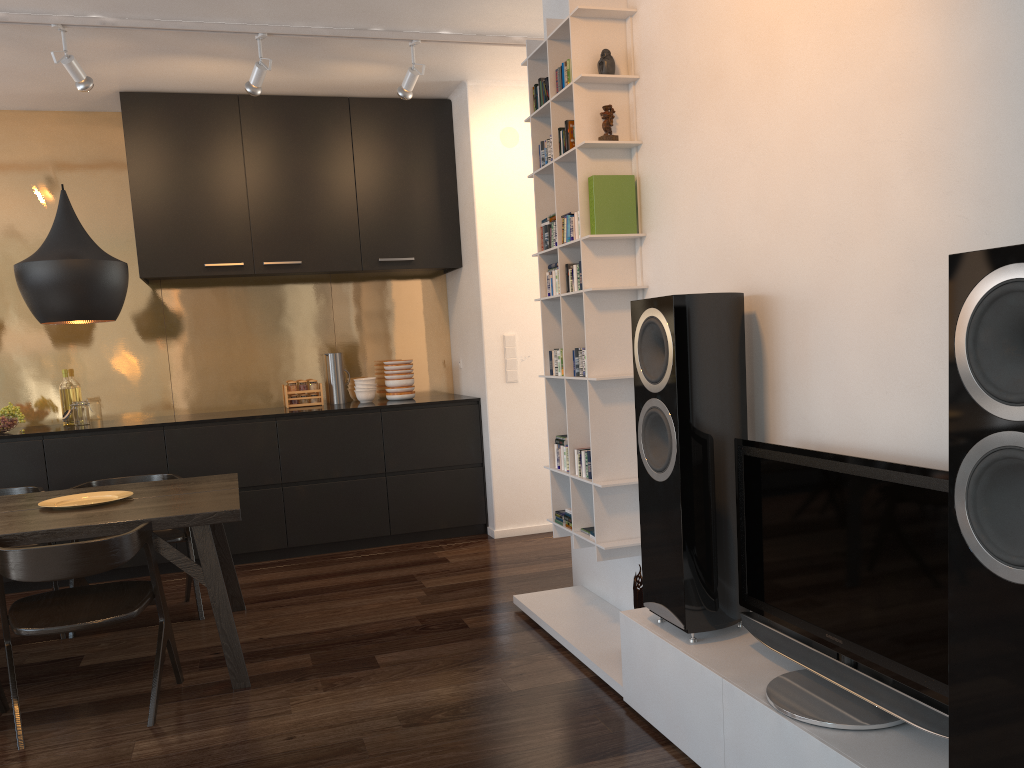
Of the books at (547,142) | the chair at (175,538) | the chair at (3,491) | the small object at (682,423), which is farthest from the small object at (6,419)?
the small object at (682,423)

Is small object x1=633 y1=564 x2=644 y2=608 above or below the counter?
below

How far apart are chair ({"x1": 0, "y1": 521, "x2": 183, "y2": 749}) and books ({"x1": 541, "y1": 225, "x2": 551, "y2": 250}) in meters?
1.9

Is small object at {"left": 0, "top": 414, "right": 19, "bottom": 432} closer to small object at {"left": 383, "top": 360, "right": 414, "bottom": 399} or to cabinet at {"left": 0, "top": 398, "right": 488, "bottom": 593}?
cabinet at {"left": 0, "top": 398, "right": 488, "bottom": 593}

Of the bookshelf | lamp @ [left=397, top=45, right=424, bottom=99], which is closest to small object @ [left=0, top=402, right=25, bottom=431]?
lamp @ [left=397, top=45, right=424, bottom=99]

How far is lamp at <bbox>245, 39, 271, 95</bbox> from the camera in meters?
4.4

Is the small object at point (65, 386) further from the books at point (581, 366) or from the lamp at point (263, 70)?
the books at point (581, 366)

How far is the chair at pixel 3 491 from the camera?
4.3 meters

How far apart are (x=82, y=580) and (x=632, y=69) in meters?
3.4 m

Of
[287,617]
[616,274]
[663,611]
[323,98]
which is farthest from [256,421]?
[663,611]
